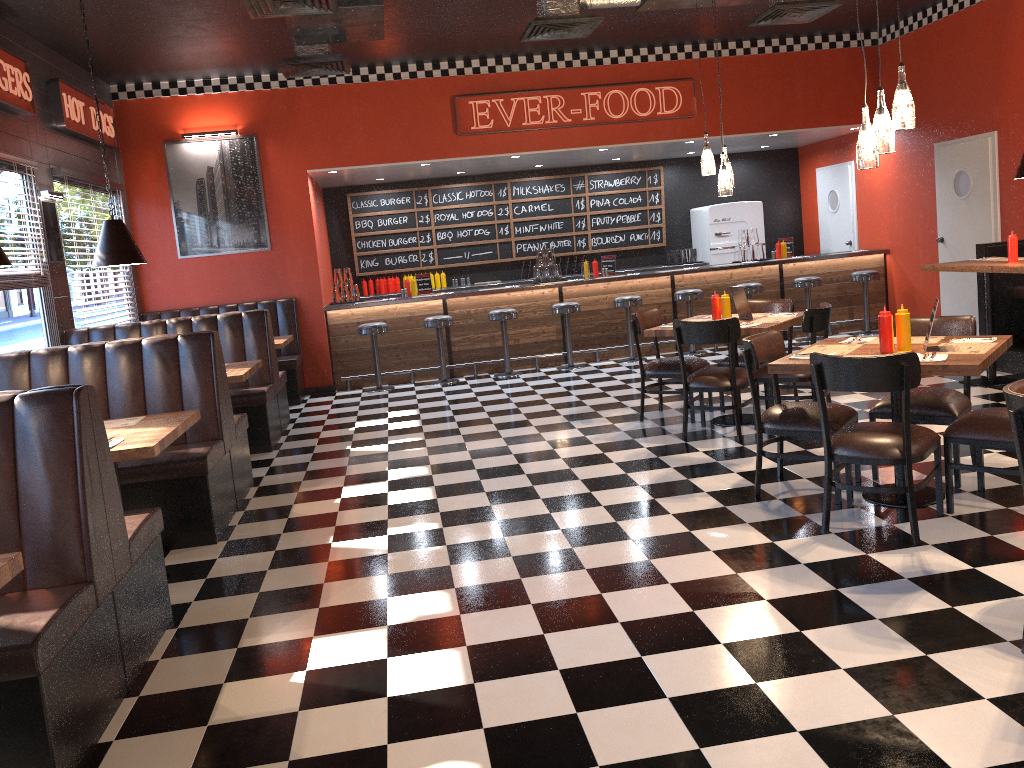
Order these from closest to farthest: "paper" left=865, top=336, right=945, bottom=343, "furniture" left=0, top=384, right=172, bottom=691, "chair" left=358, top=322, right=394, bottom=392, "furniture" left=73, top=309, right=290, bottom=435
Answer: "furniture" left=0, top=384, right=172, bottom=691 → "paper" left=865, top=336, right=945, bottom=343 → "furniture" left=73, top=309, right=290, bottom=435 → "chair" left=358, top=322, right=394, bottom=392

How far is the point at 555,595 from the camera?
3.8 meters

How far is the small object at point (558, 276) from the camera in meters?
11.0

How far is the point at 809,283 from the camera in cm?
1059

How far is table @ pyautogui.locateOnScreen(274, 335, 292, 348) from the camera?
8.6m

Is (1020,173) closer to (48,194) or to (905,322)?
(905,322)

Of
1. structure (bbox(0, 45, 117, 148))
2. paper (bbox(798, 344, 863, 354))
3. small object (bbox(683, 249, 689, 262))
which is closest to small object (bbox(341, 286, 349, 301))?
structure (bbox(0, 45, 117, 148))

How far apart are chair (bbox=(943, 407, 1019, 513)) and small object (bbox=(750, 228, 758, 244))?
7.05m

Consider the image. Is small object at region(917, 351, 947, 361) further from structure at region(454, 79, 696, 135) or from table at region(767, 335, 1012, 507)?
structure at region(454, 79, 696, 135)

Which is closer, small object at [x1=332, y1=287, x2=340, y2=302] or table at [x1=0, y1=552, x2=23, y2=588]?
table at [x1=0, y1=552, x2=23, y2=588]
